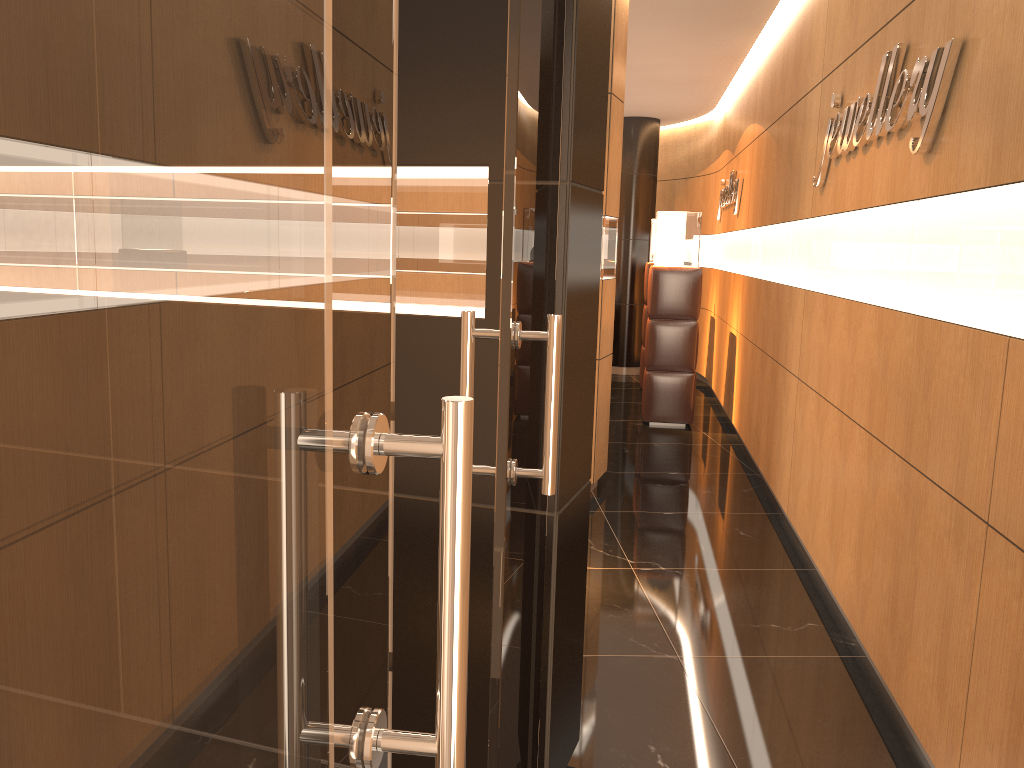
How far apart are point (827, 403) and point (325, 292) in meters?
4.2 m

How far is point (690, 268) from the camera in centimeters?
813cm

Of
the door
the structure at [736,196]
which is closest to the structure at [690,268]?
the structure at [736,196]

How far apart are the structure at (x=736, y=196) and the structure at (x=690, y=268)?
0.51m

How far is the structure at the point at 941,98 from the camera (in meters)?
2.88

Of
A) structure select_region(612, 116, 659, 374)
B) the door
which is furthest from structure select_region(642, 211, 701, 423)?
the door

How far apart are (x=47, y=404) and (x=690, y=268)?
8.11m

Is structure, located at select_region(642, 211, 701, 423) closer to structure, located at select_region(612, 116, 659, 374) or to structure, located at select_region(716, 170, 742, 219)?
structure, located at select_region(716, 170, 742, 219)

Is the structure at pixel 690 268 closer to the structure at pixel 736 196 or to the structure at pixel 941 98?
the structure at pixel 736 196

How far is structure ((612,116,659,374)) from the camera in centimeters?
1131cm
